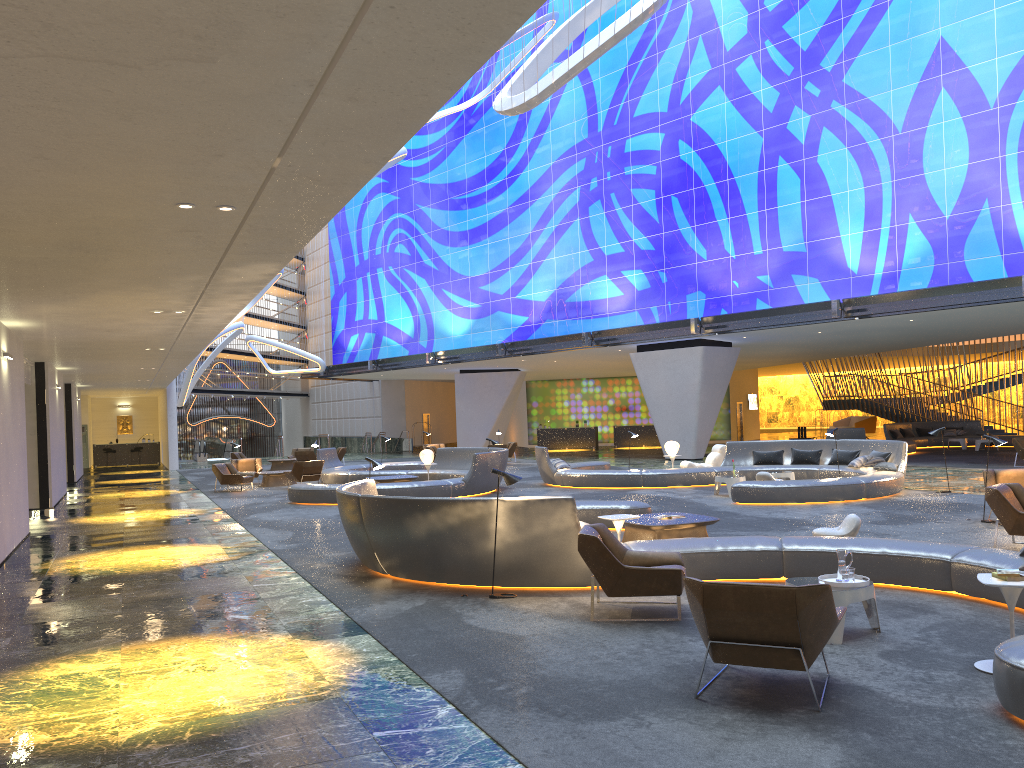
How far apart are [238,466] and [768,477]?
16.2 meters

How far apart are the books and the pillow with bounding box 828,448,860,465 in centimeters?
1457cm

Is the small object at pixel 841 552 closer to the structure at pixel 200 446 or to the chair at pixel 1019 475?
the chair at pixel 1019 475

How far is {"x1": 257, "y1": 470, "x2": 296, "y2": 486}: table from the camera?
25.2m

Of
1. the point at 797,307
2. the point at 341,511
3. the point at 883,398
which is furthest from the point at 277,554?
the point at 883,398

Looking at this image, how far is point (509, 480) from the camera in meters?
8.8

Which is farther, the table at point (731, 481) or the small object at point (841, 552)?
the table at point (731, 481)

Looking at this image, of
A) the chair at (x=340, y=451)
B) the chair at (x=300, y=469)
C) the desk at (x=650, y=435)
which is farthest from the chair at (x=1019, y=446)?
the chair at (x=340, y=451)

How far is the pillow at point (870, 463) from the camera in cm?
1878

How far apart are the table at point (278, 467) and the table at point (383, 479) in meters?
13.8 m
